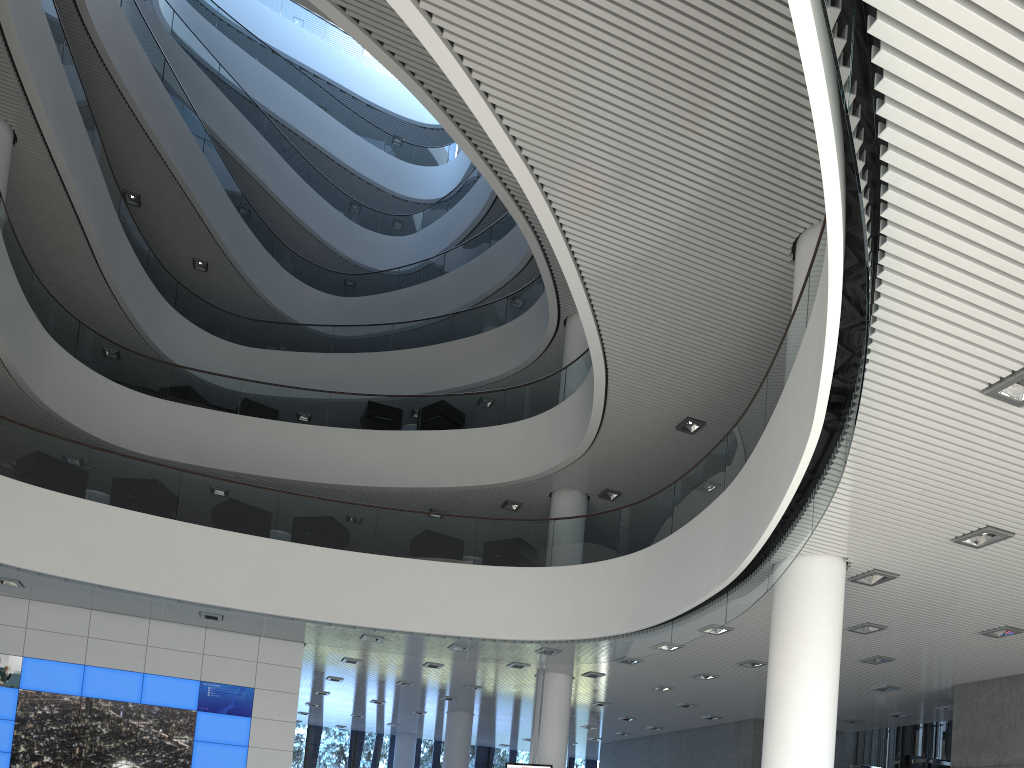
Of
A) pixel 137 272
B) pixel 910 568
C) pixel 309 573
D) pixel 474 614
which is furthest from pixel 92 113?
pixel 910 568

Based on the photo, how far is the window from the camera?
15.4m

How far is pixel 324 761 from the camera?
15.43m

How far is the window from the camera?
15.4m
